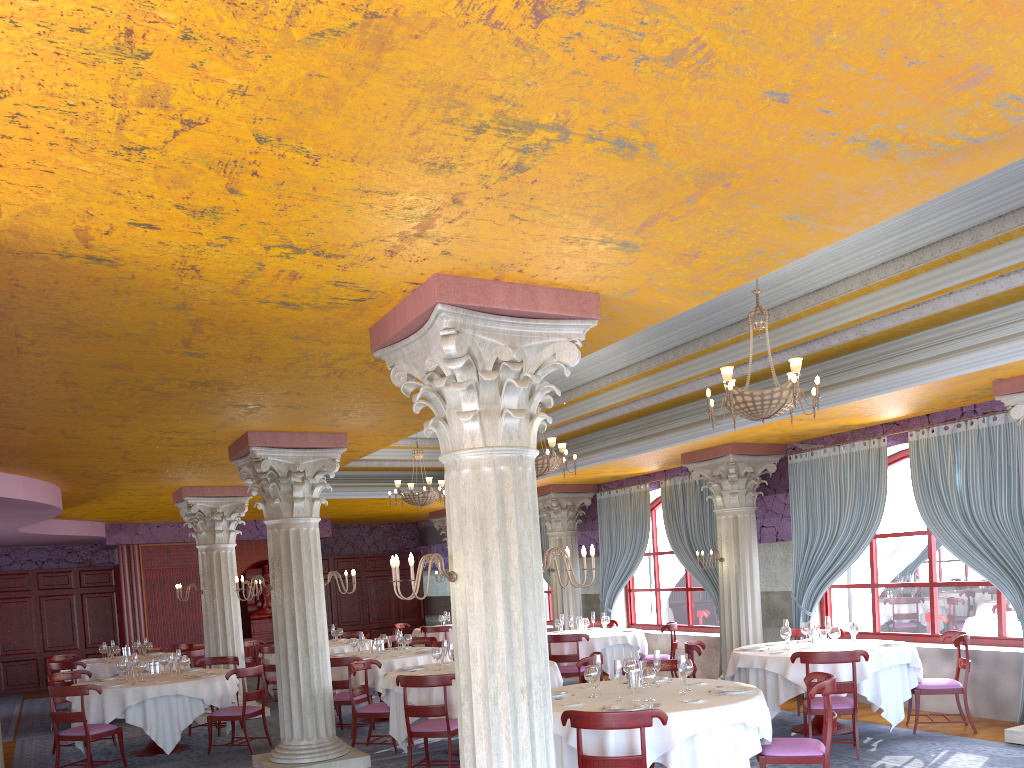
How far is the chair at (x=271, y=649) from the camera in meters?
13.6

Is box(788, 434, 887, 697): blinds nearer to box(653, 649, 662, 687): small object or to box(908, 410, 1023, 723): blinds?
box(908, 410, 1023, 723): blinds

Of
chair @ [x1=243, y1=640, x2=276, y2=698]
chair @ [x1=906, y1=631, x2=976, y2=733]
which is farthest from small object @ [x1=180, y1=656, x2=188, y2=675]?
chair @ [x1=906, y1=631, x2=976, y2=733]

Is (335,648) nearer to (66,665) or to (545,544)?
(66,665)

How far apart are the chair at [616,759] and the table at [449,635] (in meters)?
11.57

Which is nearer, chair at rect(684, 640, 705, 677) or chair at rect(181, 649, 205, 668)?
chair at rect(684, 640, 705, 677)

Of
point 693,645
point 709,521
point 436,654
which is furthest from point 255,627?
point 693,645

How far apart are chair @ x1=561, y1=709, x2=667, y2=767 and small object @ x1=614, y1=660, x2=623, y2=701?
1.00m

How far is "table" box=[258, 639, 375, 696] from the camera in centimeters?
1415cm

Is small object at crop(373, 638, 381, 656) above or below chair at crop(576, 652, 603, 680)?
above
